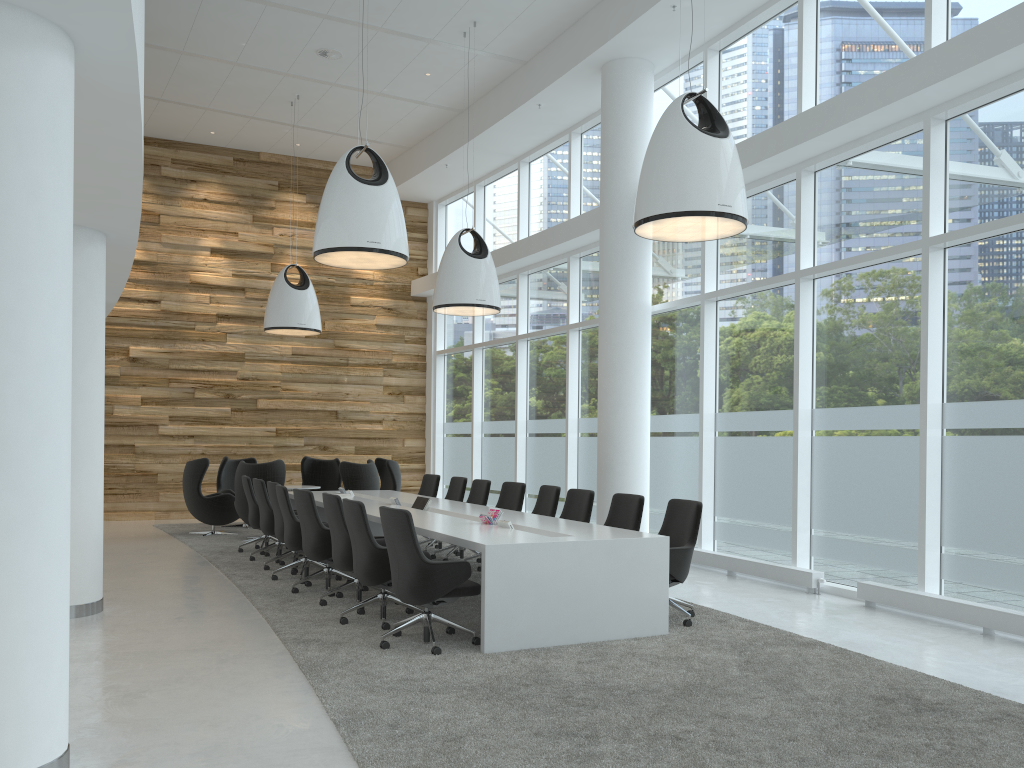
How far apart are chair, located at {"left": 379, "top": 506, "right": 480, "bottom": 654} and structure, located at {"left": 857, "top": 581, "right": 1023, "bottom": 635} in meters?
3.8 m

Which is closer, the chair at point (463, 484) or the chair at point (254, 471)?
the chair at point (463, 484)

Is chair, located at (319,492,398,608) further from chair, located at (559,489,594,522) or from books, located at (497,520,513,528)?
chair, located at (559,489,594,522)

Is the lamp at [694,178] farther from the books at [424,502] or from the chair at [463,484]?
the chair at [463,484]

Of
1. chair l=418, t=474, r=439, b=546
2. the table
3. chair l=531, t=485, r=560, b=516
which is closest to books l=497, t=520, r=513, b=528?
the table

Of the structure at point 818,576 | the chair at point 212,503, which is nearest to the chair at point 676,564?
the structure at point 818,576

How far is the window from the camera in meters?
7.2

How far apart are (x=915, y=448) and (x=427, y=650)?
4.7m

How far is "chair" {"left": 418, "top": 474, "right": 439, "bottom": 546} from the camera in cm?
1209

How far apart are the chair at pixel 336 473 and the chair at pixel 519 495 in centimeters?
554cm
